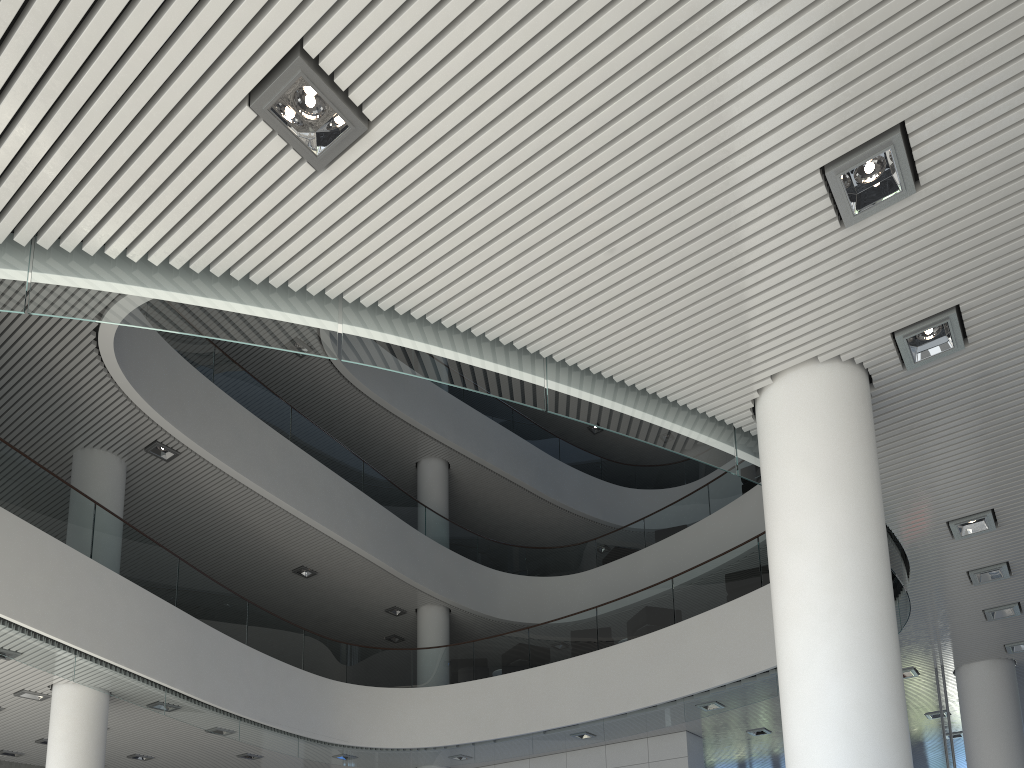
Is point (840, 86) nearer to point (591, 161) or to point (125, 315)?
point (591, 161)
